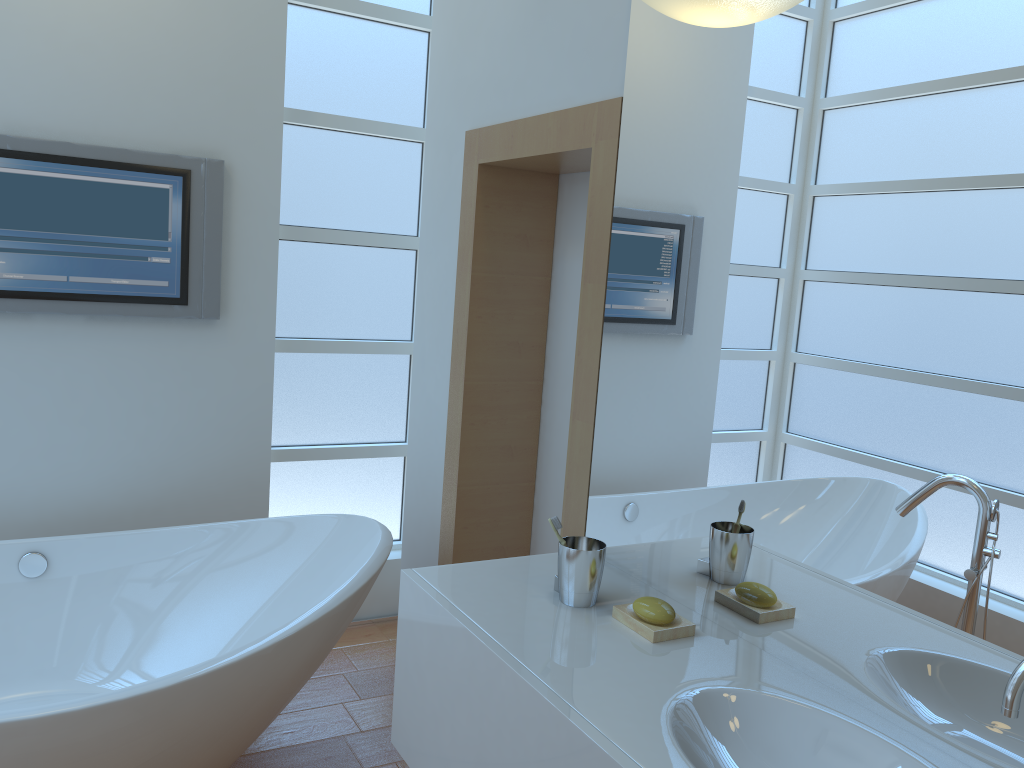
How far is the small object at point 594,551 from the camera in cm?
165

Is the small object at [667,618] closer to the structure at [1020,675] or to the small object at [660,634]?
the small object at [660,634]

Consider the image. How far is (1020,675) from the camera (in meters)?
0.97

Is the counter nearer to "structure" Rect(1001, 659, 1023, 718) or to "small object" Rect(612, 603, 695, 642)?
"small object" Rect(612, 603, 695, 642)

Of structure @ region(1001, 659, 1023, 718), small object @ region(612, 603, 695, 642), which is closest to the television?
small object @ region(612, 603, 695, 642)

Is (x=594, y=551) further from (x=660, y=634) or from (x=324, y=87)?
(x=324, y=87)

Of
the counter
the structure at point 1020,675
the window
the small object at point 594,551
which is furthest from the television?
the structure at point 1020,675

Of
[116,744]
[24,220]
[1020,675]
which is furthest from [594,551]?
[24,220]

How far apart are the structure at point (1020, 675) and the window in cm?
264

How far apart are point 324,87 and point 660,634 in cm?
235
